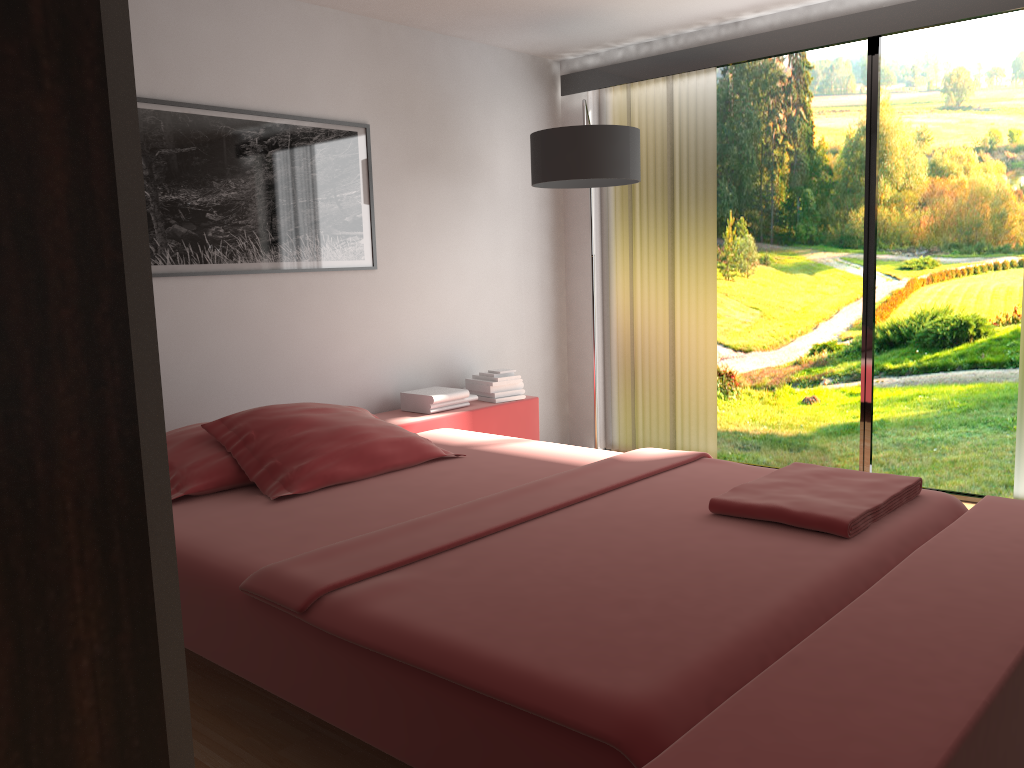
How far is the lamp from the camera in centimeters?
393cm

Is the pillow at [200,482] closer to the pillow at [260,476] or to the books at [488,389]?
the pillow at [260,476]

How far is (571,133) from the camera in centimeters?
393cm

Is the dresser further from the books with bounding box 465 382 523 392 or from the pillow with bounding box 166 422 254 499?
the books with bounding box 465 382 523 392

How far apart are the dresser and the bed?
1.2 meters

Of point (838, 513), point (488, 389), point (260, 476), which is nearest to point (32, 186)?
point (838, 513)

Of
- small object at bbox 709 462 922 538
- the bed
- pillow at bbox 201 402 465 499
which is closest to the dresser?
the bed

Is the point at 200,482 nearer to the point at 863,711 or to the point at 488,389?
the point at 488,389

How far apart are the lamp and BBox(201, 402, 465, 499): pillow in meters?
1.4

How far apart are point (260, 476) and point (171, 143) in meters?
1.4 m
